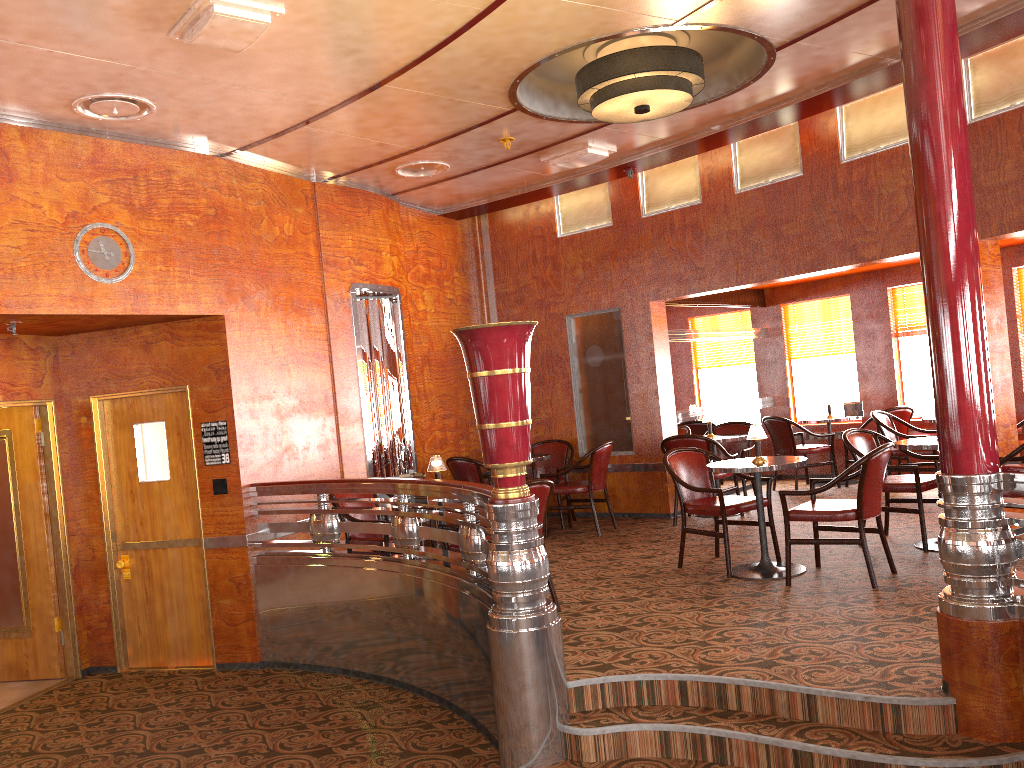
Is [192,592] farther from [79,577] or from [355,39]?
[355,39]

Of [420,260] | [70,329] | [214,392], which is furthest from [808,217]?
[70,329]

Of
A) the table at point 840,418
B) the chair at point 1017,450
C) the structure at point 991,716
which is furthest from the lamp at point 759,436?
the table at point 840,418

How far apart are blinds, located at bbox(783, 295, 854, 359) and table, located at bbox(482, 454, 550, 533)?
3.9m

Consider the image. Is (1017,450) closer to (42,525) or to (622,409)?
(622,409)

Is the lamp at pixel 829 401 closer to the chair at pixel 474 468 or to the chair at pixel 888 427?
the chair at pixel 888 427

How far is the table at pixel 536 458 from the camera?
8.0 meters

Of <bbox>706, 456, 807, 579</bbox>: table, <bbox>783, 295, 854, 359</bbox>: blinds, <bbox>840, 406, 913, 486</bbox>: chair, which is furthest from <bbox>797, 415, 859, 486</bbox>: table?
<bbox>706, 456, 807, 579</bbox>: table

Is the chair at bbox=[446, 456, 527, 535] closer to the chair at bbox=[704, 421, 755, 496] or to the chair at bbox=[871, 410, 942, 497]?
the chair at bbox=[704, 421, 755, 496]

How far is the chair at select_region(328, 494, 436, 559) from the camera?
5.9 meters
